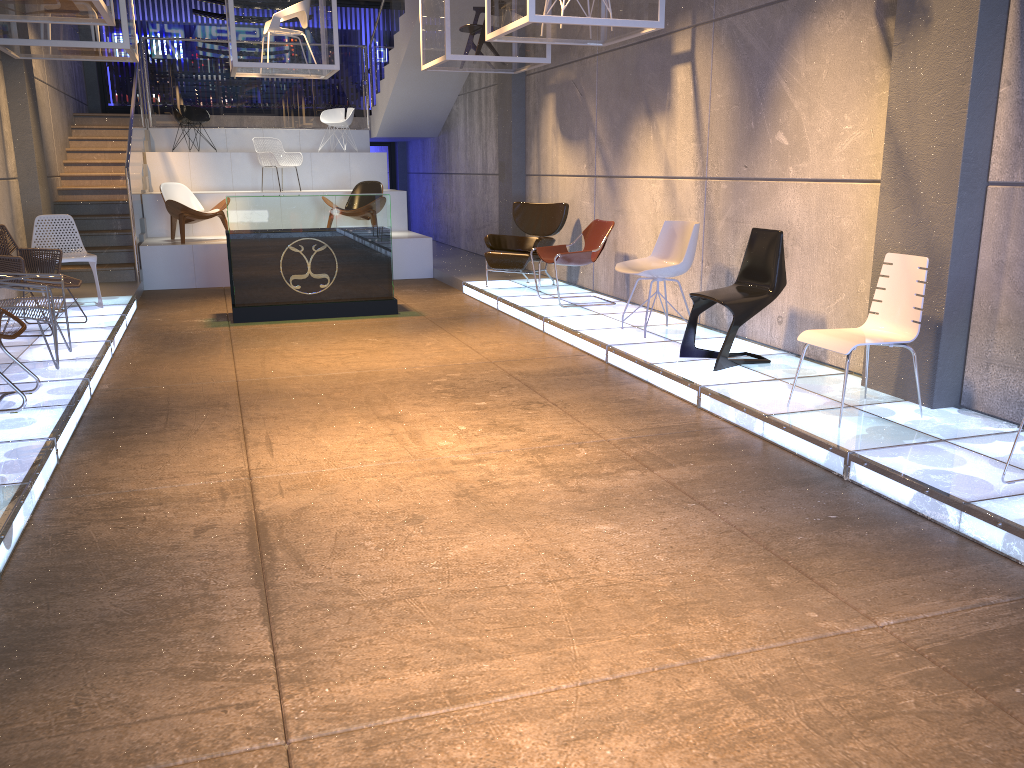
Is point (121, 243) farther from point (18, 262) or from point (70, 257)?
point (18, 262)

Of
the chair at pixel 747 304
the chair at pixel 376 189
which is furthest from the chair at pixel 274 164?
the chair at pixel 747 304

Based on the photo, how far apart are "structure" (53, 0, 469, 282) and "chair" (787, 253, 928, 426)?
8.5 meters

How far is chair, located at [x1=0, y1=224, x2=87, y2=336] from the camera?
7.1 meters

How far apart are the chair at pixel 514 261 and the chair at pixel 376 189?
2.9m

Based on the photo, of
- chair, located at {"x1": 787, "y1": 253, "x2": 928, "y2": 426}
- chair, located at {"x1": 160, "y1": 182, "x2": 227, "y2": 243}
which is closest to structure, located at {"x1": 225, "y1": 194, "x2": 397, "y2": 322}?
chair, located at {"x1": 160, "y1": 182, "x2": 227, "y2": 243}

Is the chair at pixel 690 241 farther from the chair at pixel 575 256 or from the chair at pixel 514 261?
the chair at pixel 514 261

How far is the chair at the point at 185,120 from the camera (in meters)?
14.14

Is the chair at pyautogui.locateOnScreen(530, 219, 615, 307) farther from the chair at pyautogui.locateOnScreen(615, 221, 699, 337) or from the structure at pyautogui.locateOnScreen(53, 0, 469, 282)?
the structure at pyautogui.locateOnScreen(53, 0, 469, 282)

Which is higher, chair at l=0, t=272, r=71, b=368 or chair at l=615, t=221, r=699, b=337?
chair at l=615, t=221, r=699, b=337
